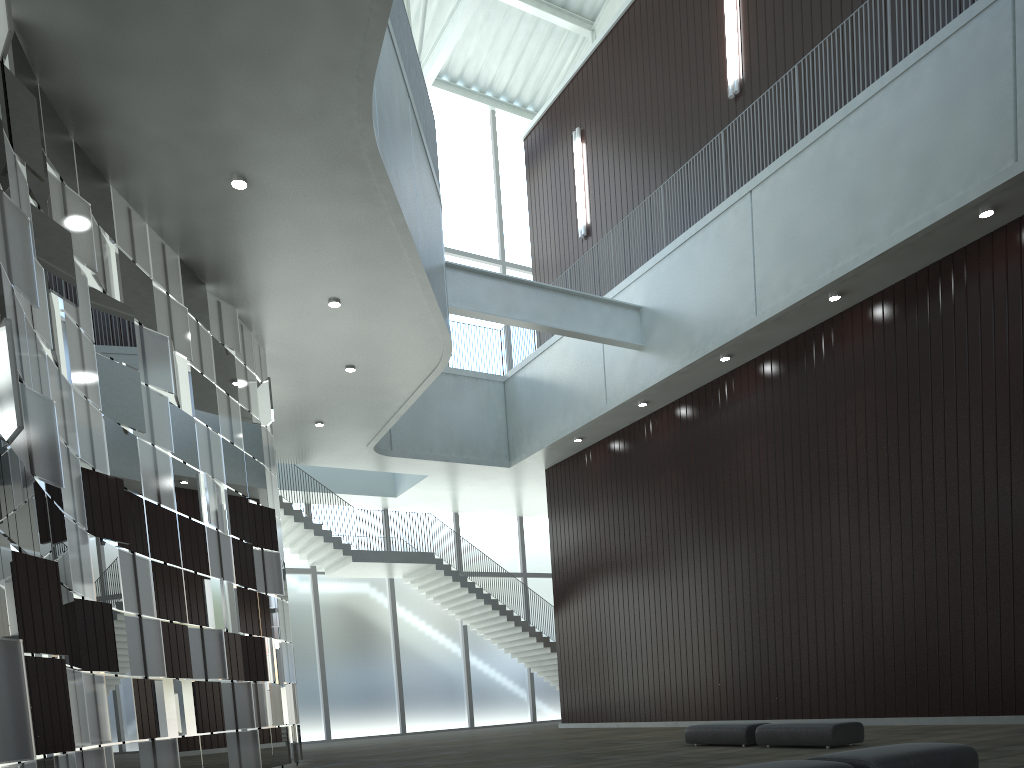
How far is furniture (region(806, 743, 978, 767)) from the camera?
16.7 meters

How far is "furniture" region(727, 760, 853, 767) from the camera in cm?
1590

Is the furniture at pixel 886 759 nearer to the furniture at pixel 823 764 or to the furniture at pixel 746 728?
the furniture at pixel 823 764

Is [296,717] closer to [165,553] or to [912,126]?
[165,553]

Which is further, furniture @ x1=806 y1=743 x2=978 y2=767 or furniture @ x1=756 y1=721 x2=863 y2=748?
furniture @ x1=756 y1=721 x2=863 y2=748

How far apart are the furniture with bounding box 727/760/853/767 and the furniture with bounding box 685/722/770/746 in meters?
18.6

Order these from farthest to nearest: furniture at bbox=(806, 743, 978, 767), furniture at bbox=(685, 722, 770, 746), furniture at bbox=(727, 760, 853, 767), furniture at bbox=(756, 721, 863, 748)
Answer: furniture at bbox=(685, 722, 770, 746) → furniture at bbox=(756, 721, 863, 748) → furniture at bbox=(806, 743, 978, 767) → furniture at bbox=(727, 760, 853, 767)

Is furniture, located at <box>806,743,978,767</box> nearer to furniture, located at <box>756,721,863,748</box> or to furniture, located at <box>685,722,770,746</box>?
furniture, located at <box>756,721,863,748</box>

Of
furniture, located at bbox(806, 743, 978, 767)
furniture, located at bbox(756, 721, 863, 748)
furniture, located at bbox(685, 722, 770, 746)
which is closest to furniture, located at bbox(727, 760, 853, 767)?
furniture, located at bbox(806, 743, 978, 767)

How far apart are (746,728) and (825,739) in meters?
4.1
